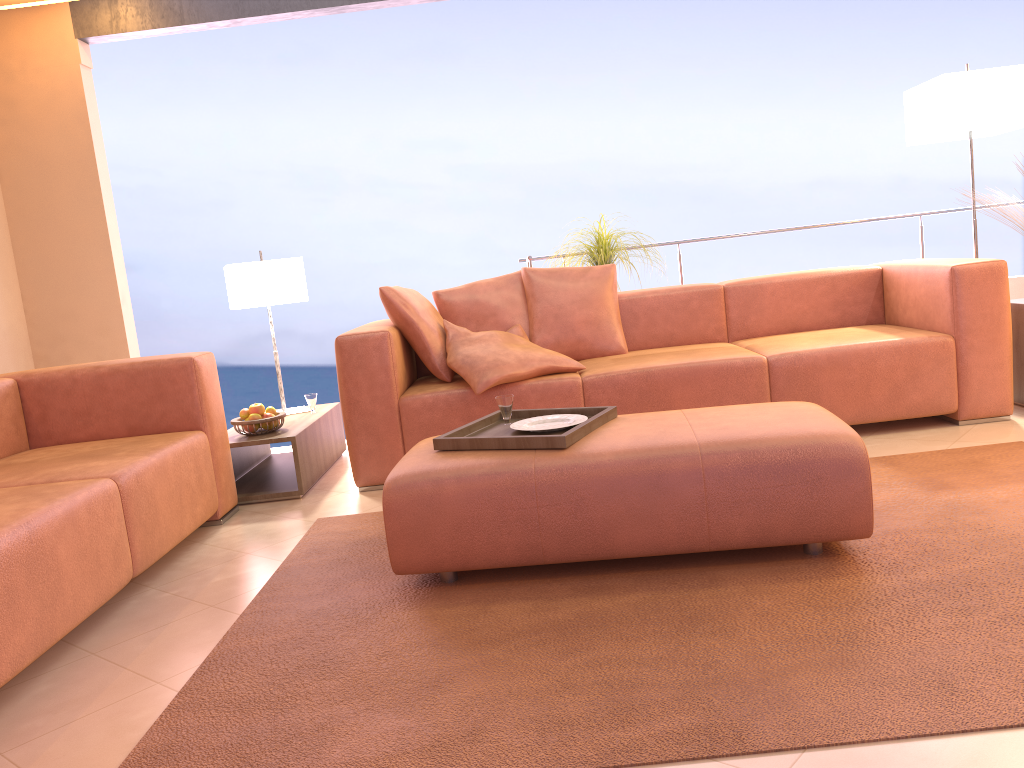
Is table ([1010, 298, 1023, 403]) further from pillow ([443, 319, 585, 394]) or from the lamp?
pillow ([443, 319, 585, 394])

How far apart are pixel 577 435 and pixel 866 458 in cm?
76

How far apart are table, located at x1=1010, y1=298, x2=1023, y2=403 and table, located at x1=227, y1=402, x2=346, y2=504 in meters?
3.1

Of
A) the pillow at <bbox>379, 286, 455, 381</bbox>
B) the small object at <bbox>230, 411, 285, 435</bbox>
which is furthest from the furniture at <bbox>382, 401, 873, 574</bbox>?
the small object at <bbox>230, 411, 285, 435</bbox>

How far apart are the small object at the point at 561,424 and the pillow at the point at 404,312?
1.06m

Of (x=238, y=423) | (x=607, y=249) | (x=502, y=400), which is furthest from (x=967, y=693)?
(x=607, y=249)

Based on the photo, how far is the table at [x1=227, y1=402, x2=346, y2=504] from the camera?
3.7 meters

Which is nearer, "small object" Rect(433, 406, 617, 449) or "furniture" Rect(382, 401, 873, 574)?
"furniture" Rect(382, 401, 873, 574)

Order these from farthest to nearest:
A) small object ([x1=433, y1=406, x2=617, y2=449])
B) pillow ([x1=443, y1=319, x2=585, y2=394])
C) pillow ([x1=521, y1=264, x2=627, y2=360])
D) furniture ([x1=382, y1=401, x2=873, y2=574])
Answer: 1. pillow ([x1=521, y1=264, x2=627, y2=360])
2. pillow ([x1=443, y1=319, x2=585, y2=394])
3. small object ([x1=433, y1=406, x2=617, y2=449])
4. furniture ([x1=382, y1=401, x2=873, y2=574])

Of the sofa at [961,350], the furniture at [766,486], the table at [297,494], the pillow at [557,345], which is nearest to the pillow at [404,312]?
the sofa at [961,350]
